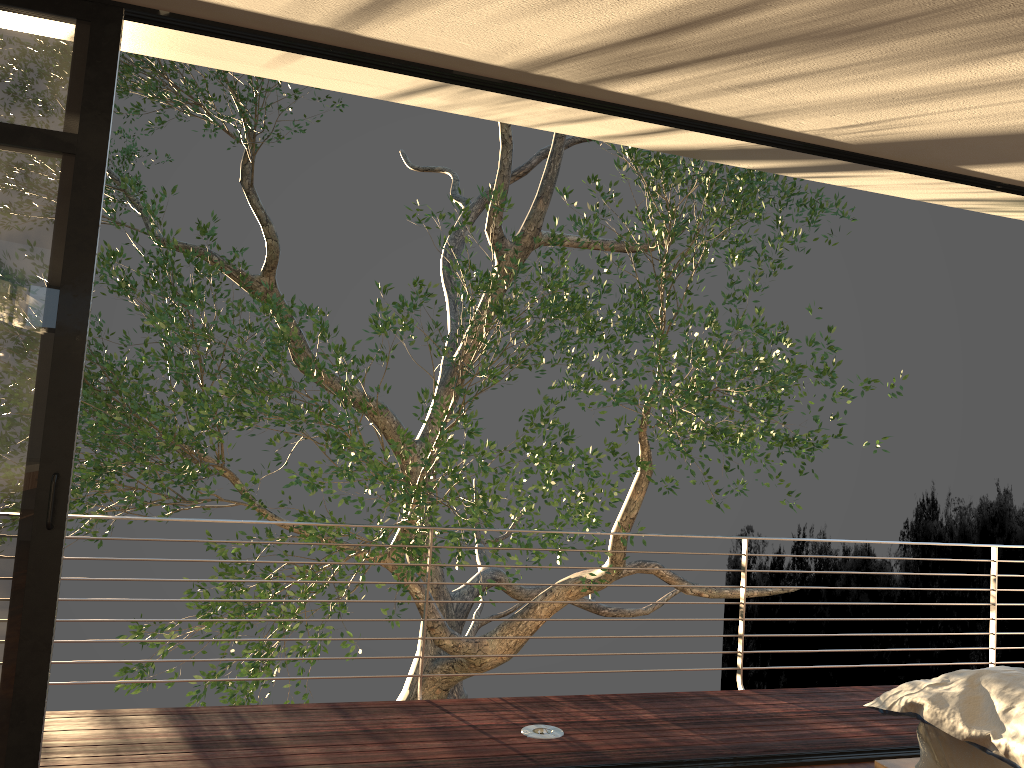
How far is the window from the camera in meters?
2.7

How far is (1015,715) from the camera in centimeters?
233cm

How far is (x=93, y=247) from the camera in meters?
2.8

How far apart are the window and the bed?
2.53m

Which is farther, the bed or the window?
the window

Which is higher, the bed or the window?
the window

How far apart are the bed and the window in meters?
2.5 m

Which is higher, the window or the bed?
the window

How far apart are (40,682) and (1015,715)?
2.8 meters

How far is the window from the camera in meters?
2.7 m
